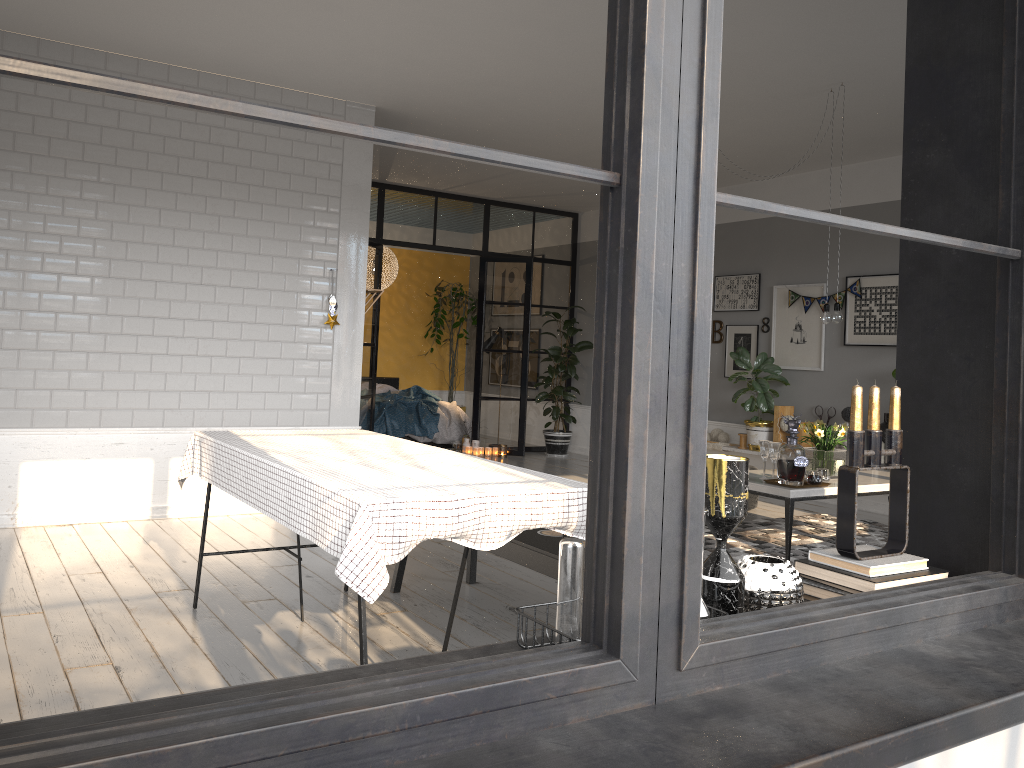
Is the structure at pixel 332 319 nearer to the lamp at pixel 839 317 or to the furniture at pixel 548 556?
the furniture at pixel 548 556

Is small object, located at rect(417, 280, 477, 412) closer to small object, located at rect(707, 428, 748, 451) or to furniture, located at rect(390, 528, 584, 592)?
small object, located at rect(707, 428, 748, 451)

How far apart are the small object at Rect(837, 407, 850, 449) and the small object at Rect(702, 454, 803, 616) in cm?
655

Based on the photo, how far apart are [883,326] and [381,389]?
6.4 meters

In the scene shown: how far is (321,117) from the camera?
0.8m

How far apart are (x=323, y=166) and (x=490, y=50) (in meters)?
1.72

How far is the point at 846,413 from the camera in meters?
7.5

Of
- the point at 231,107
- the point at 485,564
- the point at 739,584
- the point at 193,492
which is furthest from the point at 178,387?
the point at 231,107

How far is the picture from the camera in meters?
7.4

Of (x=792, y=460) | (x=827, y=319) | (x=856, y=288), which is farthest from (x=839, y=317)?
(x=856, y=288)
